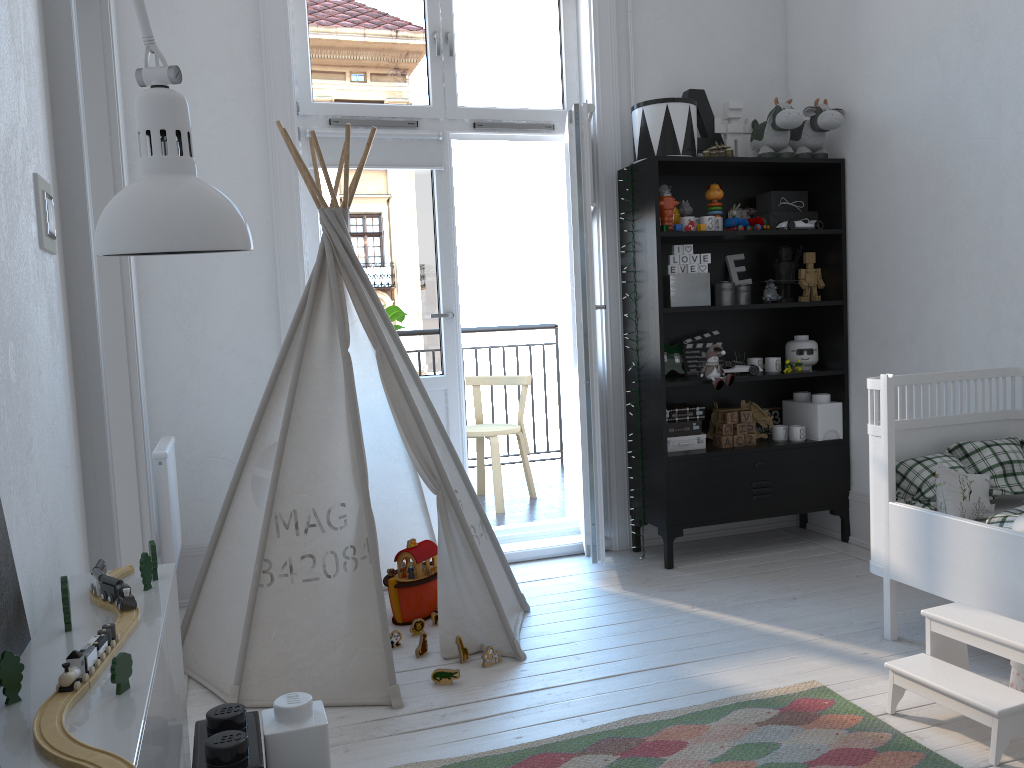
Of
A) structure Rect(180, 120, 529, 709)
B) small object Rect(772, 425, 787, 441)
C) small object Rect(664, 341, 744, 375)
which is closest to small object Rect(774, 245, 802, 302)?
small object Rect(664, 341, 744, 375)

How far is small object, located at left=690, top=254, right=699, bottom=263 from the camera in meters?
3.7 m

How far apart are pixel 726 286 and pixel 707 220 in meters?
0.4

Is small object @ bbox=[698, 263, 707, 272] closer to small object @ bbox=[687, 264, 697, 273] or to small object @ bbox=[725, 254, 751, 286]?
small object @ bbox=[687, 264, 697, 273]

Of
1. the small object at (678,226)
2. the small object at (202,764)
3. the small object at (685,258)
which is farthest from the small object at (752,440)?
the small object at (202,764)

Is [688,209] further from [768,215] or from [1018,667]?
[1018,667]

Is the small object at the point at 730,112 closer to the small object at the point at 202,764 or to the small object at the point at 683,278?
the small object at the point at 683,278

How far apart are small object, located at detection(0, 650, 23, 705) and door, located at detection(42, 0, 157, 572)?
0.8 meters

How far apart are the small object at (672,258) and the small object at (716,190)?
0.26m

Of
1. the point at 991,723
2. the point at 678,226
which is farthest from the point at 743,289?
the point at 991,723
